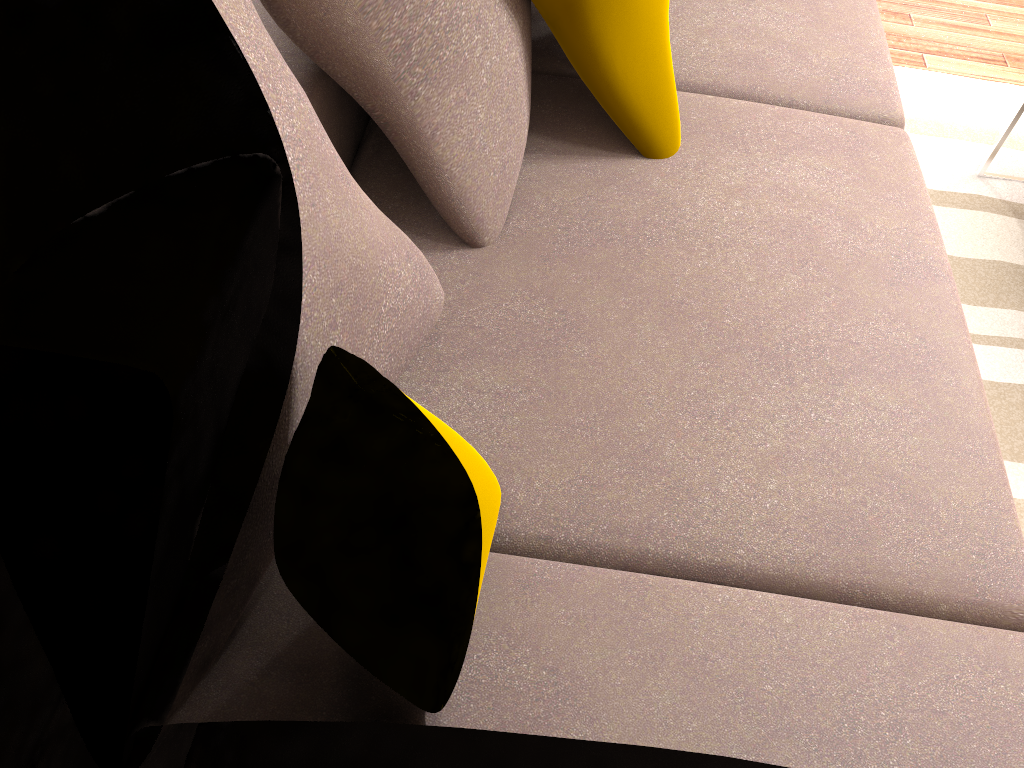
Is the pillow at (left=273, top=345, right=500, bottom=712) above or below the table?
above

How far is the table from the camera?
2.33m

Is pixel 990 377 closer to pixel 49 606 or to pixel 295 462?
pixel 295 462

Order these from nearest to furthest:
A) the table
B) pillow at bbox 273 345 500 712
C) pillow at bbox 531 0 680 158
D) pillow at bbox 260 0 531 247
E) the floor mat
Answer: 1. pillow at bbox 273 345 500 712
2. pillow at bbox 260 0 531 247
3. pillow at bbox 531 0 680 158
4. the floor mat
5. the table

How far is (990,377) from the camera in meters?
2.0 m

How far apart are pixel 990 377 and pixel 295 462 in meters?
1.7

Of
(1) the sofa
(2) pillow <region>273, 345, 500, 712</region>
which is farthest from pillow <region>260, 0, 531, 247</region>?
(2) pillow <region>273, 345, 500, 712</region>

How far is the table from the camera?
2.33m

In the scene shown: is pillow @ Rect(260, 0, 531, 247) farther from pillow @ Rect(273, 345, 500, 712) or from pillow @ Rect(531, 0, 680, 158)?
pillow @ Rect(273, 345, 500, 712)

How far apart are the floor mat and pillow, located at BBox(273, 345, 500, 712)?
1.3m
